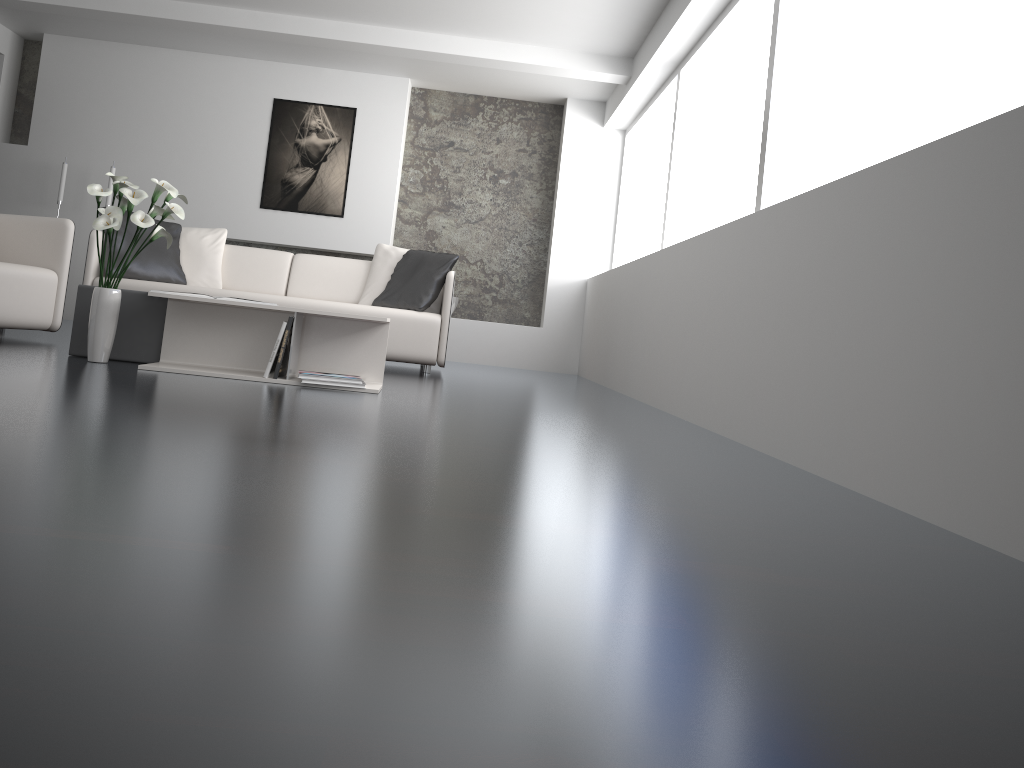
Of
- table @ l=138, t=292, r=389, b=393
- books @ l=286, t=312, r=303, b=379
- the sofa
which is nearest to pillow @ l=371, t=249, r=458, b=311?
the sofa

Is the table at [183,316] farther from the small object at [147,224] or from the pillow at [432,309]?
the pillow at [432,309]

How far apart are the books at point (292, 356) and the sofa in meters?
1.7

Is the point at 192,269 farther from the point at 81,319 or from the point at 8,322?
the point at 81,319

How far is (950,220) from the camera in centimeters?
195cm

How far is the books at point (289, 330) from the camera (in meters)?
3.62

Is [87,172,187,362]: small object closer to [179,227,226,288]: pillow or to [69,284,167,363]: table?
[69,284,167,363]: table

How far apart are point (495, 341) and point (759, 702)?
7.1m

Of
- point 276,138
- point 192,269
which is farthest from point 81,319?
point 276,138

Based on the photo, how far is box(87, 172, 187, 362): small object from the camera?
3.46m
